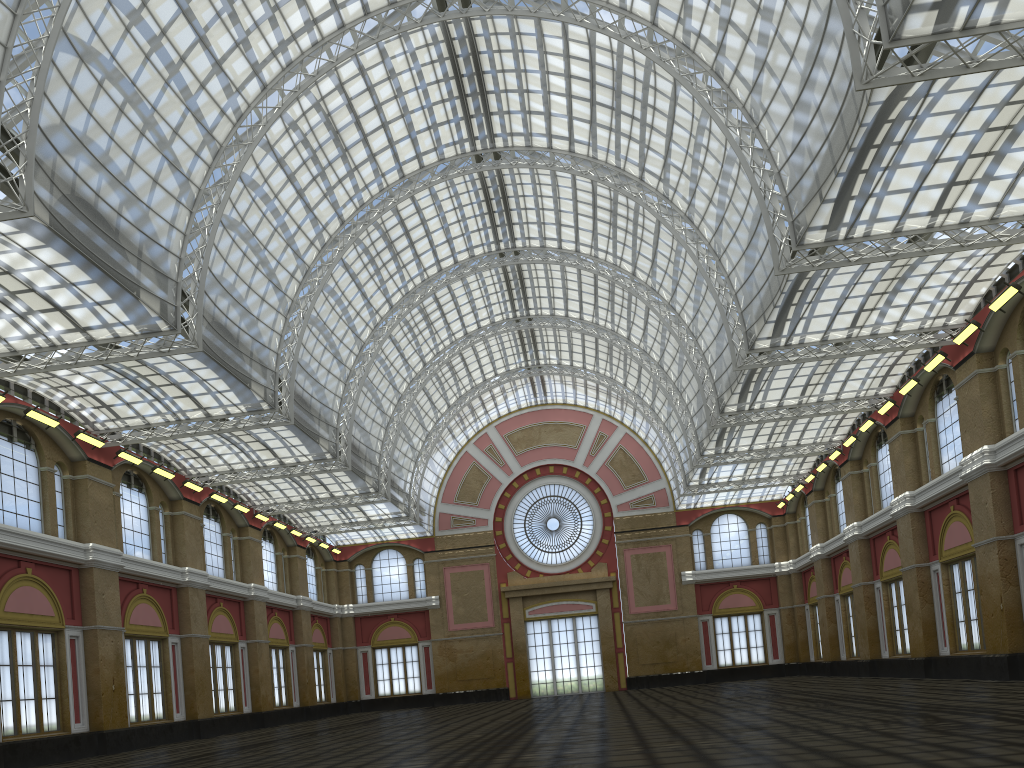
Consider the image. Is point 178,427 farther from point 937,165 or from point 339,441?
point 937,165
